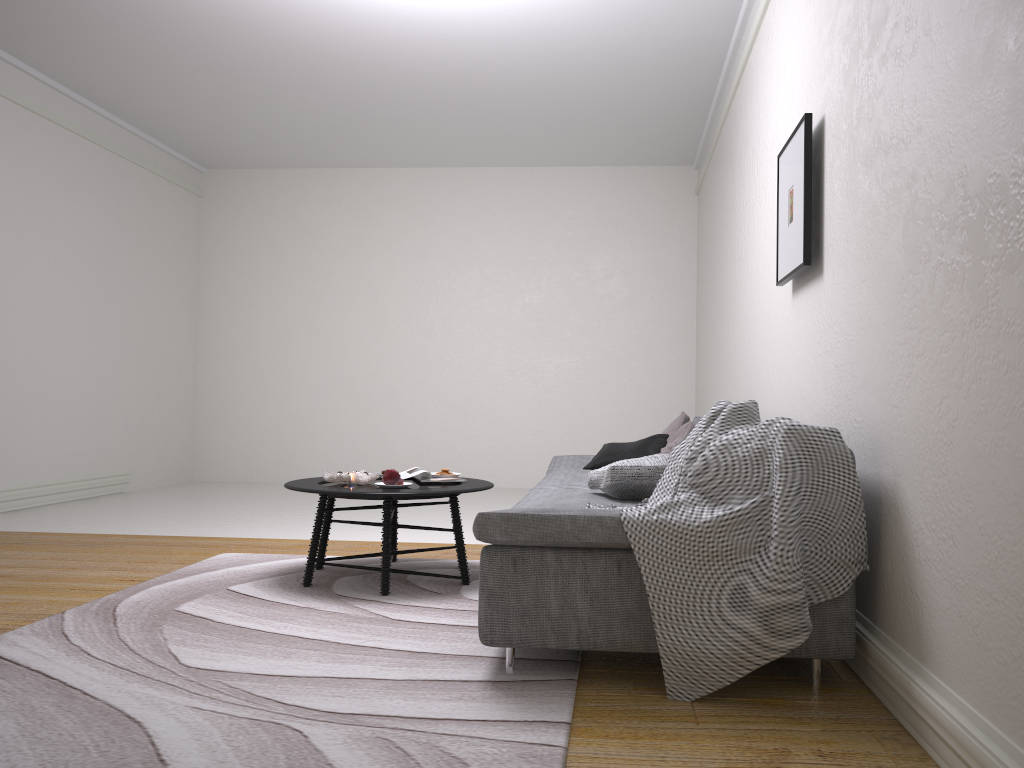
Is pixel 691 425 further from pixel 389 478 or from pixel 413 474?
pixel 389 478

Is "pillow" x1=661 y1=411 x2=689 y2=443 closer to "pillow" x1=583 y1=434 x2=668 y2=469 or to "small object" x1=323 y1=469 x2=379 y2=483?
→ "pillow" x1=583 y1=434 x2=668 y2=469

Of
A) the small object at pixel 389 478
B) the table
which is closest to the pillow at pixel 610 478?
the table

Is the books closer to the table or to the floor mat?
the table

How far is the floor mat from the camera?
2.03m

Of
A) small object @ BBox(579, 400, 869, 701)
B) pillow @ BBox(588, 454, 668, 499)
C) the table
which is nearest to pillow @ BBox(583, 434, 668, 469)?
the table

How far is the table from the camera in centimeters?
365cm

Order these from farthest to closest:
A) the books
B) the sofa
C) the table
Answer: the books
the table
the sofa

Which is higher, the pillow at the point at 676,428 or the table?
the pillow at the point at 676,428

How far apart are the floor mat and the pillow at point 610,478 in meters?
0.7
